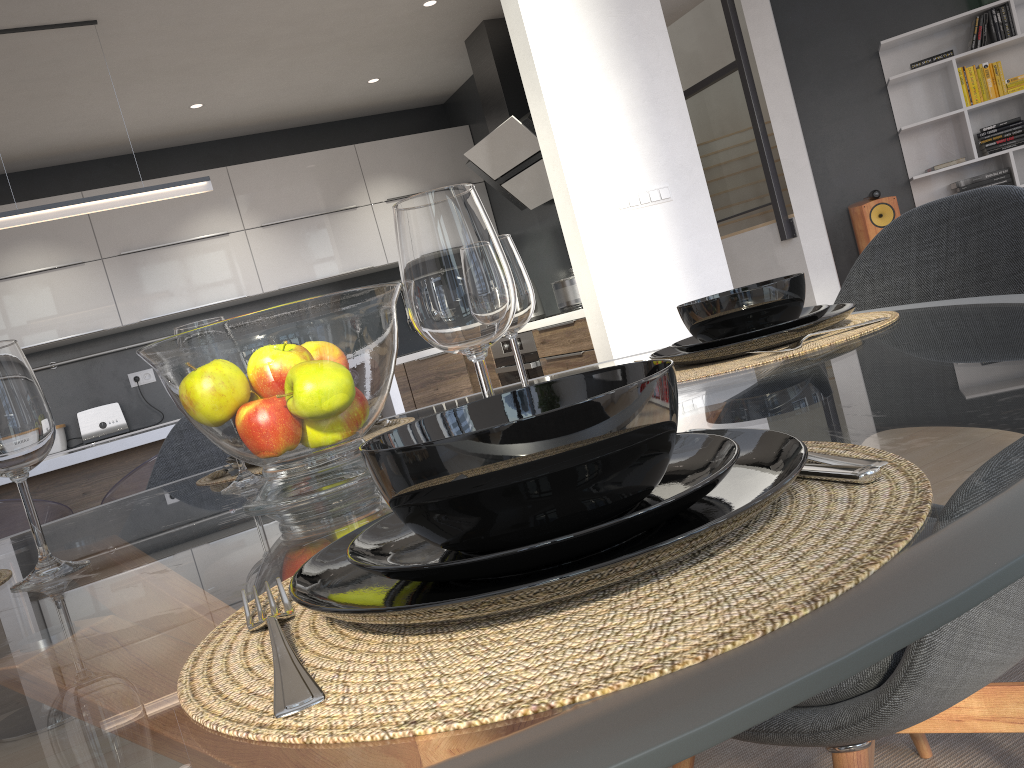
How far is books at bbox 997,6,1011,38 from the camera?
5.9m

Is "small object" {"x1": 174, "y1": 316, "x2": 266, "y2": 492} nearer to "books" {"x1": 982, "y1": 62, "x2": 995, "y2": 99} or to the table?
the table

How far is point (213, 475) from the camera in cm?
133

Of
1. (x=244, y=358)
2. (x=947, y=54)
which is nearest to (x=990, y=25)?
(x=947, y=54)

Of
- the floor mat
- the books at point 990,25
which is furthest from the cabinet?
the books at point 990,25

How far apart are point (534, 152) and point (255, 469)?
3.8m

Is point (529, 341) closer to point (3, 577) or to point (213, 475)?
point (213, 475)

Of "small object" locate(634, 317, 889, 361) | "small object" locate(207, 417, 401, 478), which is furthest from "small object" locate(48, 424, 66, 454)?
"small object" locate(634, 317, 889, 361)

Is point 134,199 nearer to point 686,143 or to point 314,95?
point 314,95

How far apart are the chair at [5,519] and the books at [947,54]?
5.9 meters
